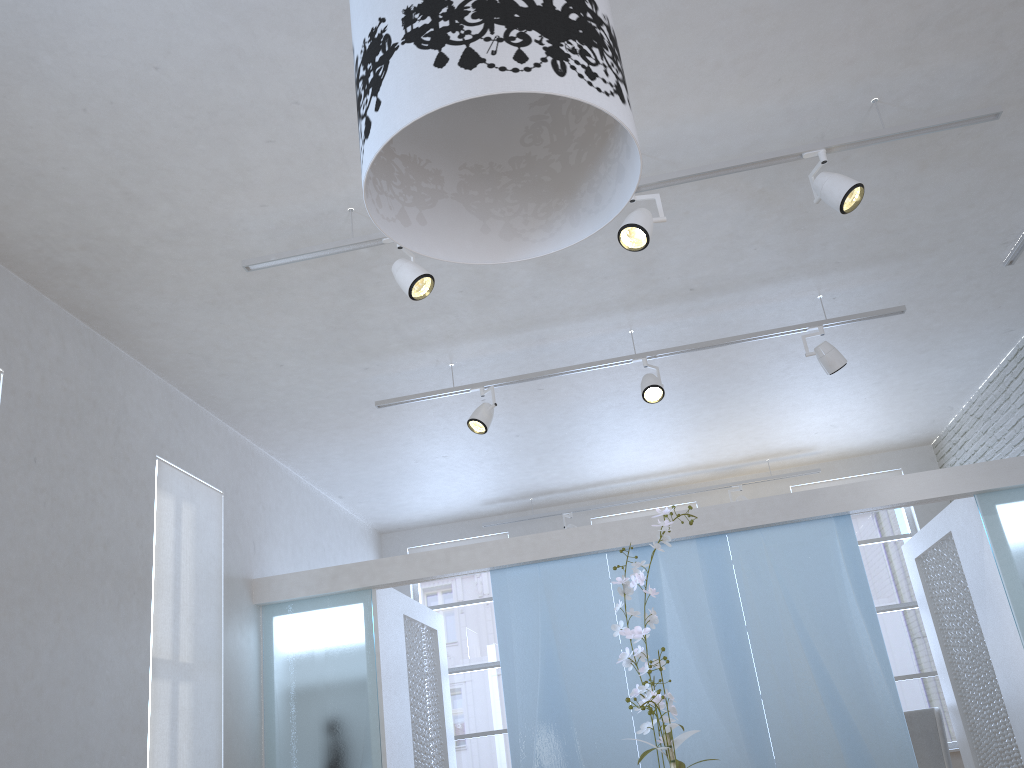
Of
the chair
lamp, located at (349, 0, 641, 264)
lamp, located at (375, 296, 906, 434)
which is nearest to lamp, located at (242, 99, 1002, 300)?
lamp, located at (375, 296, 906, 434)

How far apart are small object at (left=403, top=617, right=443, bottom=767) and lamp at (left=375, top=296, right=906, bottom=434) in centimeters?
194cm

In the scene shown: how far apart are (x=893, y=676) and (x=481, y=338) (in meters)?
3.02

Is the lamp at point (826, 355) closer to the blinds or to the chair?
the blinds

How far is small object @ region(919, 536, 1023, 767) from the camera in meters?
5.9 m

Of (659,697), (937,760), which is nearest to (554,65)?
(659,697)

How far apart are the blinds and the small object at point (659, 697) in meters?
3.9 m

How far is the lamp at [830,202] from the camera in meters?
3.4 m

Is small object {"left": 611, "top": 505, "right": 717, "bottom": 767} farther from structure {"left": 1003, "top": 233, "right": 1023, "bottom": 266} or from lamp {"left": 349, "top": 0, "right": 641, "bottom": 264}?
structure {"left": 1003, "top": 233, "right": 1023, "bottom": 266}

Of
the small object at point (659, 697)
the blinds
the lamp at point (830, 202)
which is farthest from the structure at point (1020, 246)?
the blinds
